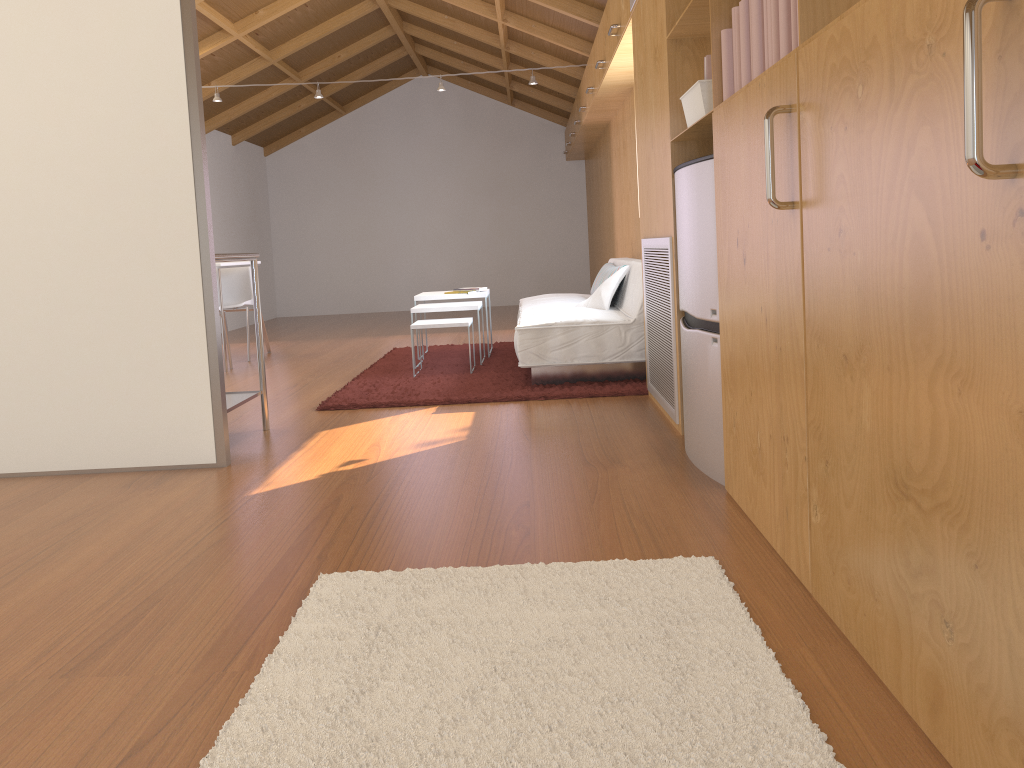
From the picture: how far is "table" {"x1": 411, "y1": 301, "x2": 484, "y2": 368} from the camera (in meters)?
5.47

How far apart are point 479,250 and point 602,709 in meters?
10.1

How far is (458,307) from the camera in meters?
5.5 m

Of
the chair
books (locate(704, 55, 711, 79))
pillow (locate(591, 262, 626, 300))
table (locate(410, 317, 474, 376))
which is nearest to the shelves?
table (locate(410, 317, 474, 376))

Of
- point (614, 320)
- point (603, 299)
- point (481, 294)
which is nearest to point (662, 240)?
point (614, 320)

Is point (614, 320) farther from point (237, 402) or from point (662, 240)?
point (237, 402)

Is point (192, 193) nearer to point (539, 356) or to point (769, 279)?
point (539, 356)

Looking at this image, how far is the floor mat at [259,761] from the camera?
1.34m

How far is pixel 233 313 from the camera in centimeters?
974cm

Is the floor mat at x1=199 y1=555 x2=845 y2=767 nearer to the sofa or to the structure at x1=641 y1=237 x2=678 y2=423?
the structure at x1=641 y1=237 x2=678 y2=423
